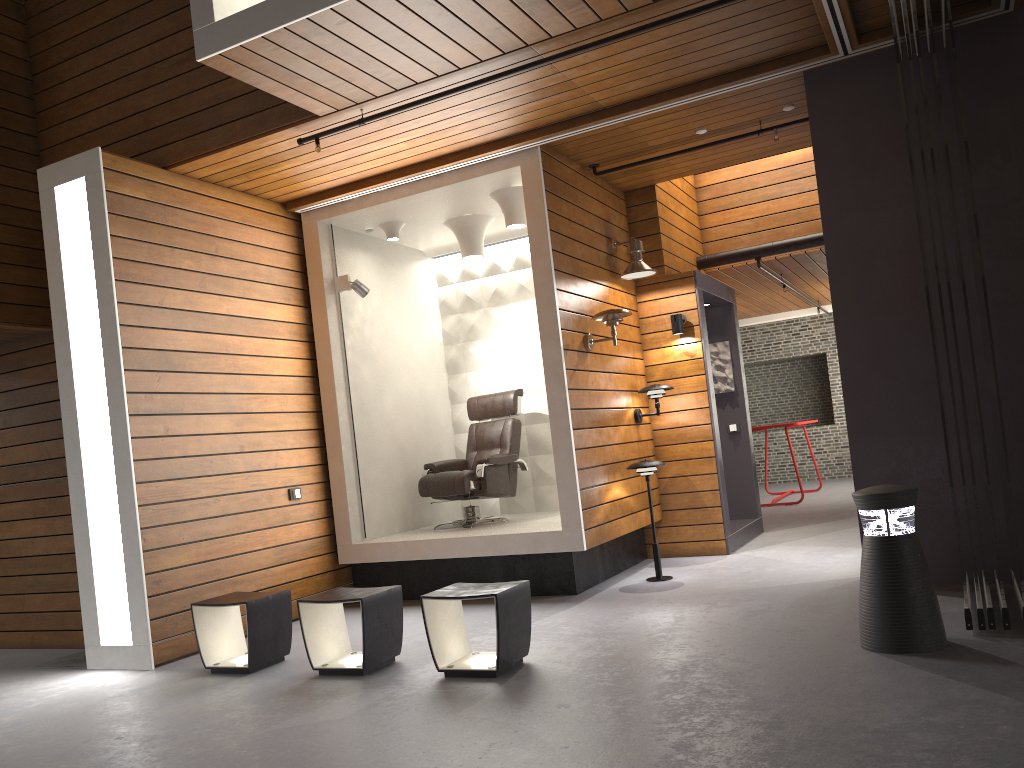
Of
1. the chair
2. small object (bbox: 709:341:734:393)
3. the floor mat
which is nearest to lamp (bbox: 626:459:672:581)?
the chair

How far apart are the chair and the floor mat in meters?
2.6

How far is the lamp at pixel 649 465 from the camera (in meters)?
6.17

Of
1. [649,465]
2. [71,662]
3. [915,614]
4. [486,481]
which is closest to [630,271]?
[649,465]

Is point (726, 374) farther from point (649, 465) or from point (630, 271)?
point (649, 465)

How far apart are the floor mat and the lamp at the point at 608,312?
3.8 meters

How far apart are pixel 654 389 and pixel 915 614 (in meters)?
3.34

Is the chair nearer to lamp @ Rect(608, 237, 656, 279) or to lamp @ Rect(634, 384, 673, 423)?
lamp @ Rect(634, 384, 673, 423)

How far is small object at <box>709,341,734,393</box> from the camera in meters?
8.3

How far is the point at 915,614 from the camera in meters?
3.7 m
